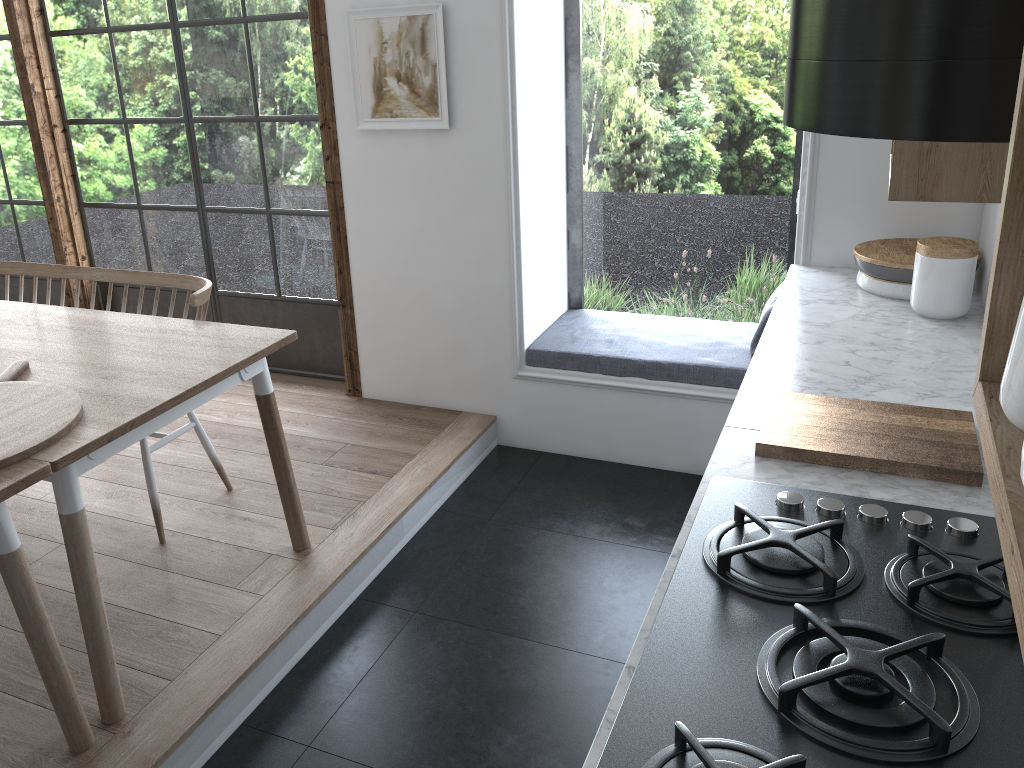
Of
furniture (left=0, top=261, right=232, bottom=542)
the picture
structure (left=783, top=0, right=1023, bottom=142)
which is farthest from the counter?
furniture (left=0, top=261, right=232, bottom=542)

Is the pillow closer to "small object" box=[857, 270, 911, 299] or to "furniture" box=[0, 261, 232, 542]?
"small object" box=[857, 270, 911, 299]

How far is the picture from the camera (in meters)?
3.37

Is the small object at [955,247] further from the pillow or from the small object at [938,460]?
the pillow

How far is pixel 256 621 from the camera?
2.6 meters

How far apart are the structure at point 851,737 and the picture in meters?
2.2 m

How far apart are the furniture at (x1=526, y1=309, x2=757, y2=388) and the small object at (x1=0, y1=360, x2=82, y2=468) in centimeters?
191cm

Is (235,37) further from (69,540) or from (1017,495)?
(1017,495)

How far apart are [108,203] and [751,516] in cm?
405

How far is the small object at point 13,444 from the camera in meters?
2.0 m
